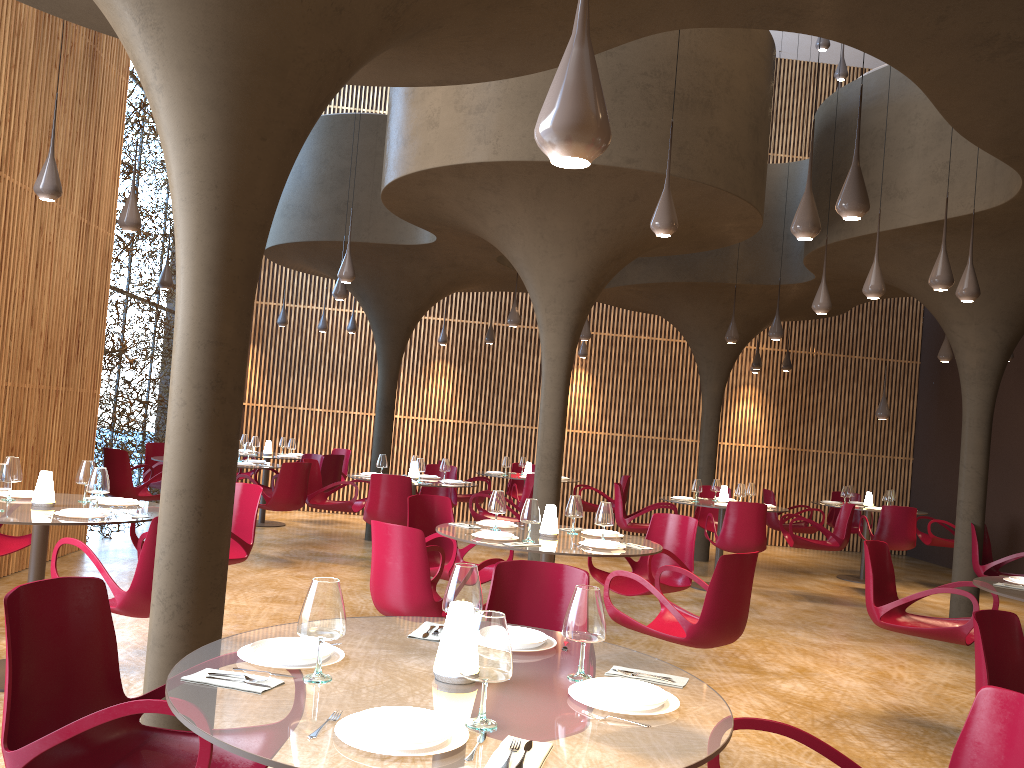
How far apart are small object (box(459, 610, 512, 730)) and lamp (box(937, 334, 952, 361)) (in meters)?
11.83

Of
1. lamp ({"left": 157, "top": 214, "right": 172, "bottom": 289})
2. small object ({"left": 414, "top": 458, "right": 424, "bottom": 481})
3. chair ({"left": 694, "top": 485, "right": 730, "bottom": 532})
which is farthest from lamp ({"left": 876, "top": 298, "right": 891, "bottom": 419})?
lamp ({"left": 157, "top": 214, "right": 172, "bottom": 289})

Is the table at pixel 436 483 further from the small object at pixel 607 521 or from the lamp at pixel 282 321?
the lamp at pixel 282 321

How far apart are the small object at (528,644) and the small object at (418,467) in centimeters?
768cm

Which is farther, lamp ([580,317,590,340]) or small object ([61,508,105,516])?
lamp ([580,317,590,340])

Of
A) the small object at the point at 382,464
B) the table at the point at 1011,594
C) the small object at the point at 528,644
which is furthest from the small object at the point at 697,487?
the small object at the point at 528,644

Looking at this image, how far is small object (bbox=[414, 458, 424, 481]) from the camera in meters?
10.9

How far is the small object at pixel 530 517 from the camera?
6.10m

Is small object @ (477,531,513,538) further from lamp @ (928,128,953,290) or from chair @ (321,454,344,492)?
chair @ (321,454,344,492)

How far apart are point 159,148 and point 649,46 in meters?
9.1 m
